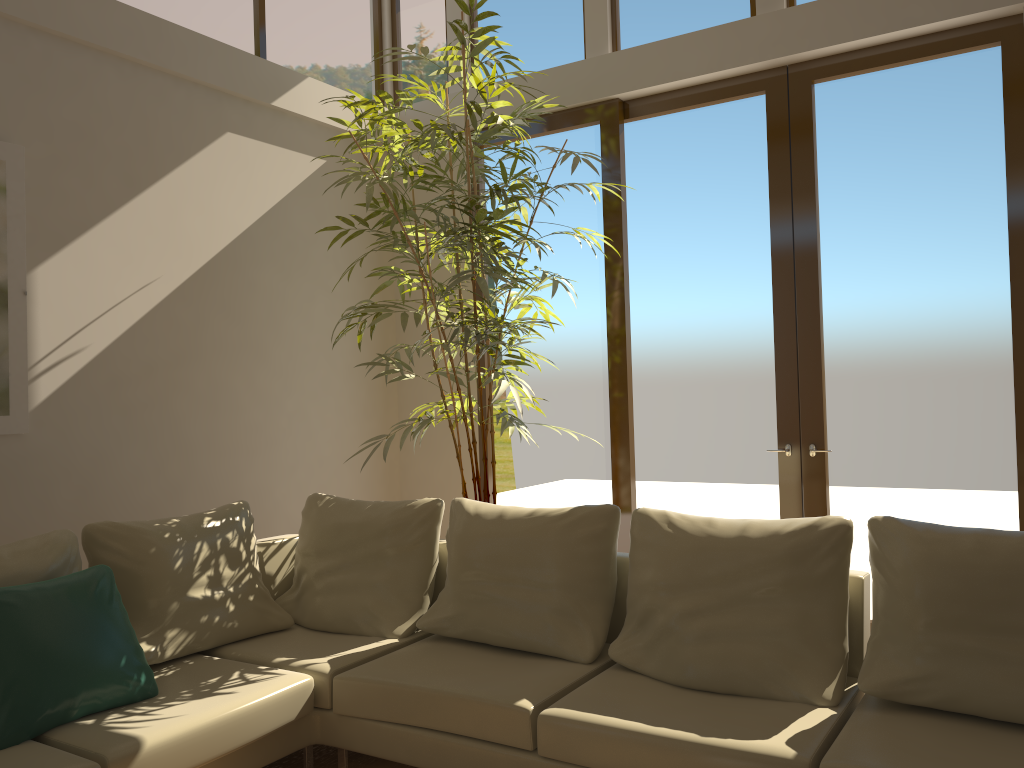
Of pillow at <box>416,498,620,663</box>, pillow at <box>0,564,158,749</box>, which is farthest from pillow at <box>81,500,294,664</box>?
pillow at <box>416,498,620,663</box>

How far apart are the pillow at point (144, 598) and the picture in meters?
0.8 m

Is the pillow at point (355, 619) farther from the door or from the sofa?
the door

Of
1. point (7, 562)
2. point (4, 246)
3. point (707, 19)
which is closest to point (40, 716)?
point (7, 562)

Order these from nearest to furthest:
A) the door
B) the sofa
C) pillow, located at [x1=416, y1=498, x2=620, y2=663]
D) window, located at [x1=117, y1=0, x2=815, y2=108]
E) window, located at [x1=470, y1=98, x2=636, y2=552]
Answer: the sofa
pillow, located at [x1=416, y1=498, x2=620, y2=663]
the door
window, located at [x1=117, y1=0, x2=815, y2=108]
window, located at [x1=470, y1=98, x2=636, y2=552]

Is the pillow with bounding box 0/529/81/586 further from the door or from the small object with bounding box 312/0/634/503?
the door

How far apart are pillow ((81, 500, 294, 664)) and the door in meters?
2.3 m

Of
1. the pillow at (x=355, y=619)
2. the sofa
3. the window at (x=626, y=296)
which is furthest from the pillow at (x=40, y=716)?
the window at (x=626, y=296)

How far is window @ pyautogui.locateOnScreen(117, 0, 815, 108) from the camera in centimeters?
505cm

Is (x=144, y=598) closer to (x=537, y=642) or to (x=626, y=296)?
(x=537, y=642)
